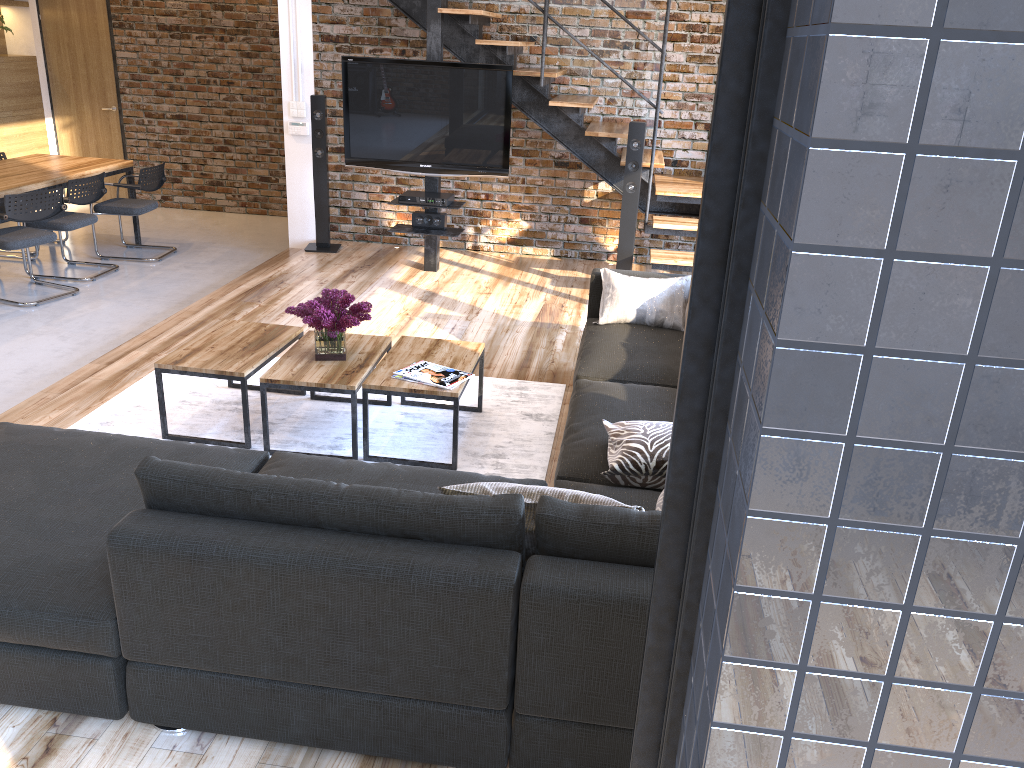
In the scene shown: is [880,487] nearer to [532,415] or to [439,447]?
[439,447]

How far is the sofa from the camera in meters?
2.0 m

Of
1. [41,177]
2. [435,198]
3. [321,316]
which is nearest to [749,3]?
[321,316]

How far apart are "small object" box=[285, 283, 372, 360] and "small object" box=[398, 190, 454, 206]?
2.6 meters

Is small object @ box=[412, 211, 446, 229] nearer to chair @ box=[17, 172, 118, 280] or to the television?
the television

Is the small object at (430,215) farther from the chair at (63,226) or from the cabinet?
the cabinet

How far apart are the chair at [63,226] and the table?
3.15m

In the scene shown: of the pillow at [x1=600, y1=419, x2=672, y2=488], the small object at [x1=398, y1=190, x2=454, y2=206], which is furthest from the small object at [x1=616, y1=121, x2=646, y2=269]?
the pillow at [x1=600, y1=419, x2=672, y2=488]

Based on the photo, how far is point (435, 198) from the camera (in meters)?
6.32

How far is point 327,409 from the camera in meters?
4.2 m
